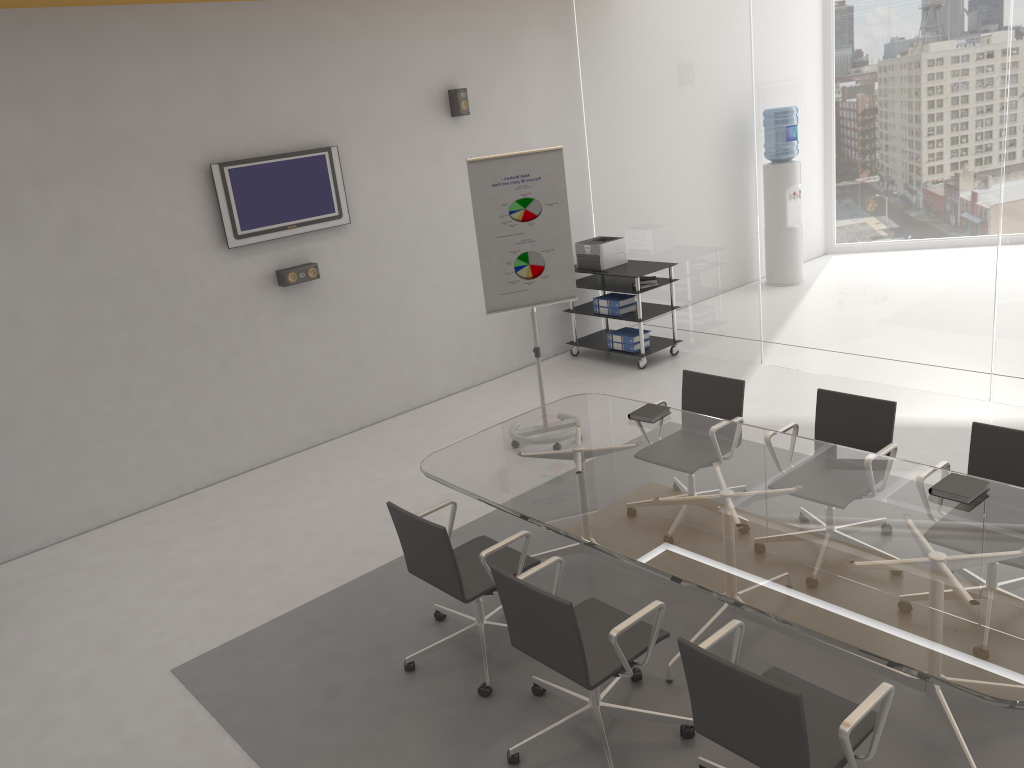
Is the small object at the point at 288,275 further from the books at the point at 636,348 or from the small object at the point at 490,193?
the books at the point at 636,348

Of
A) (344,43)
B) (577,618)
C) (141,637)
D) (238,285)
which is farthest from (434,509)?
(344,43)

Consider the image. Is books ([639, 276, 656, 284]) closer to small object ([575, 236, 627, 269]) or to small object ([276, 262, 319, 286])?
small object ([575, 236, 627, 269])

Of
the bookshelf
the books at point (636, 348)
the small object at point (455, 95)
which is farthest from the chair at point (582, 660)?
the small object at point (455, 95)

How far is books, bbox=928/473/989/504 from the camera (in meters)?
3.49

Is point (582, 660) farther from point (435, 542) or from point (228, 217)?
point (228, 217)

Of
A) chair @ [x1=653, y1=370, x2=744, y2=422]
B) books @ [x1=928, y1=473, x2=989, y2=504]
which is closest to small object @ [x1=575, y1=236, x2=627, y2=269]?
chair @ [x1=653, y1=370, x2=744, y2=422]

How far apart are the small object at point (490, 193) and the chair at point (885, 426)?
2.10m

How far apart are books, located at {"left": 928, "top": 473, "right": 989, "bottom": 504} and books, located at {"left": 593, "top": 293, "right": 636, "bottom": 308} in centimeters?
450cm

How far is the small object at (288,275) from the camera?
6.5m
